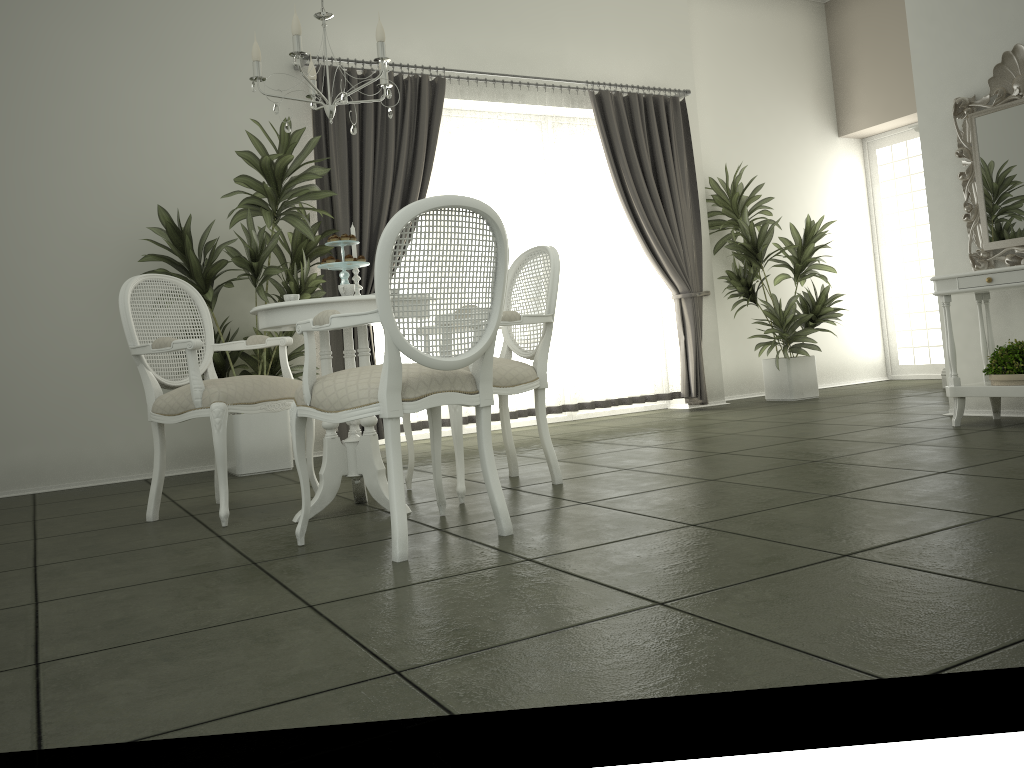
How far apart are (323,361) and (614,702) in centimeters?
212cm

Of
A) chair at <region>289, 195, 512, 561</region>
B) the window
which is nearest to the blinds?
chair at <region>289, 195, 512, 561</region>

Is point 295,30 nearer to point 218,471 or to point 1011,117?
point 218,471

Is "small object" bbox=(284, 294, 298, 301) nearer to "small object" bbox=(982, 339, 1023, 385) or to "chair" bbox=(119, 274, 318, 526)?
"chair" bbox=(119, 274, 318, 526)

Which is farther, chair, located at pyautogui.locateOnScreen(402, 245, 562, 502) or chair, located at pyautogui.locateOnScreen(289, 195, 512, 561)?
chair, located at pyautogui.locateOnScreen(402, 245, 562, 502)

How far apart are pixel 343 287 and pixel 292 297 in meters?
0.4

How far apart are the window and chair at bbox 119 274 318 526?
6.80m

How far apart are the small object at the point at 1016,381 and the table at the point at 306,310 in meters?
3.2

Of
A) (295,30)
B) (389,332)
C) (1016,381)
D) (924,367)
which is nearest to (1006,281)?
(1016,381)

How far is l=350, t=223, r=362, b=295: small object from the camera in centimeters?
375cm
